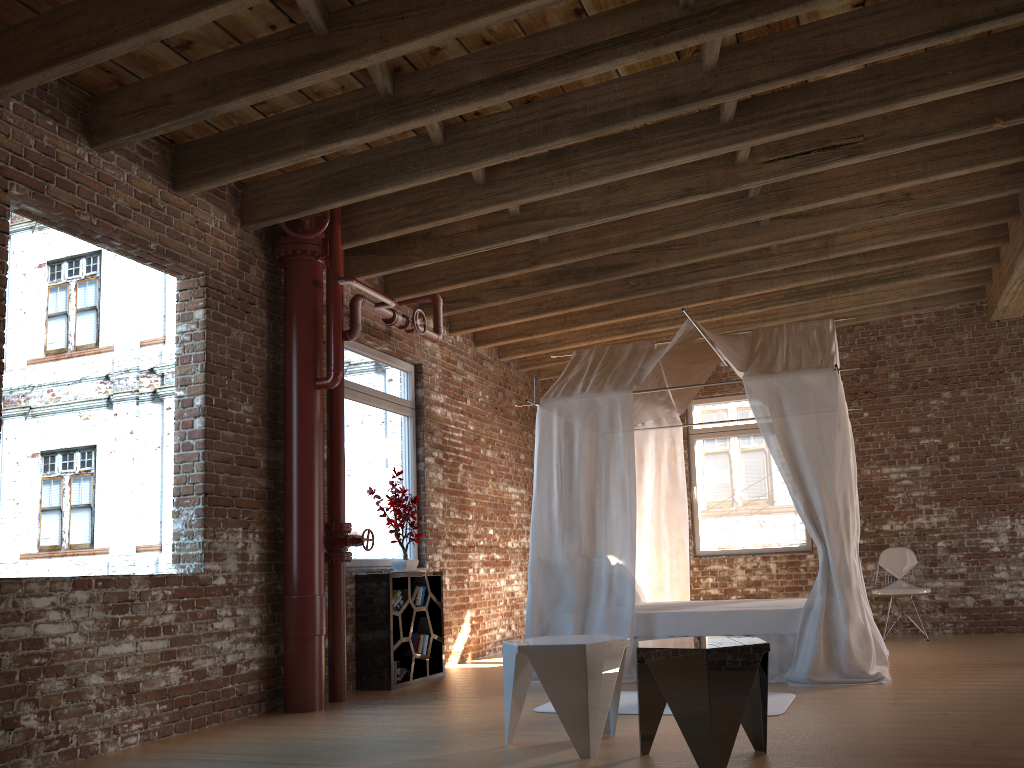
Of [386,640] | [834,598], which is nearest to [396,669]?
[386,640]

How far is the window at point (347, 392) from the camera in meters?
6.9 m

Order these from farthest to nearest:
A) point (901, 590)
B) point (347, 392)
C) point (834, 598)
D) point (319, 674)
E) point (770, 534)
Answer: point (770, 534)
point (901, 590)
point (347, 392)
point (834, 598)
point (319, 674)

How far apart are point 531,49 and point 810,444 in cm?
322

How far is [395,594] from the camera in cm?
653

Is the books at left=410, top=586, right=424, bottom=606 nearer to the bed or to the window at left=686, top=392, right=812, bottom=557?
the bed

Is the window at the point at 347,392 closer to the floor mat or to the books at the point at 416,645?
the books at the point at 416,645

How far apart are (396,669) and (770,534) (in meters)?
4.73

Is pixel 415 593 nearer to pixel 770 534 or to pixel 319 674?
pixel 319 674

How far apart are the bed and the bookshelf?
0.9m
